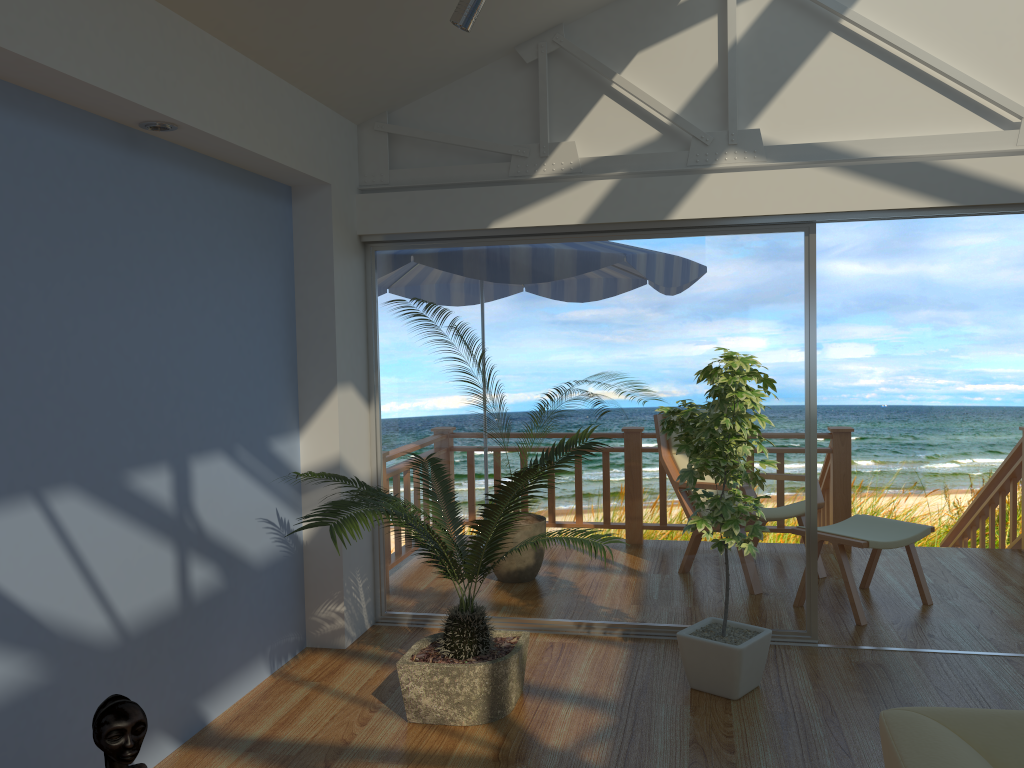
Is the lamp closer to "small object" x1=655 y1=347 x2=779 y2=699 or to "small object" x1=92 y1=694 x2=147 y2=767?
"small object" x1=655 y1=347 x2=779 y2=699

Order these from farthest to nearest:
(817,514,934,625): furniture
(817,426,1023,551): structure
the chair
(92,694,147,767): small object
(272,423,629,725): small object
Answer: (817,426,1023,551): structure
the chair
(817,514,934,625): furniture
(272,423,629,725): small object
(92,694,147,767): small object

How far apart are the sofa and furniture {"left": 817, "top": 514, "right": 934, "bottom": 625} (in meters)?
2.62

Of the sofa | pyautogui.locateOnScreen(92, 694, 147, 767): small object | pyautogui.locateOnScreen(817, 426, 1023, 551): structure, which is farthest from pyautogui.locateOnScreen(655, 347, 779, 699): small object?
pyautogui.locateOnScreen(817, 426, 1023, 551): structure

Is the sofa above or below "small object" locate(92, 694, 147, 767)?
above

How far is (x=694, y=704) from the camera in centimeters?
351cm

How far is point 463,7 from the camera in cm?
306

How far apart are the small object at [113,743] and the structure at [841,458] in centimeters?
479cm

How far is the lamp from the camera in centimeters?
306cm

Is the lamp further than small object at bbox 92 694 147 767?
Yes
